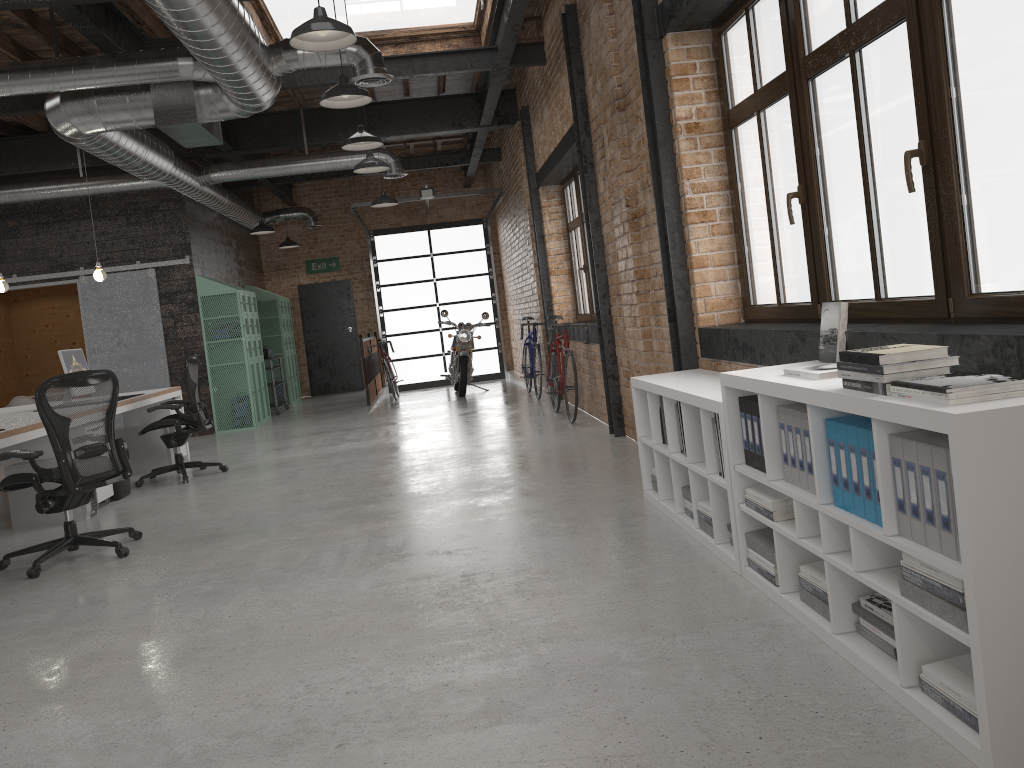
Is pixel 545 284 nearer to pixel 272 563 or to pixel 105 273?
pixel 105 273

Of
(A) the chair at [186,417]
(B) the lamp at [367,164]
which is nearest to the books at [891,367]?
(A) the chair at [186,417]

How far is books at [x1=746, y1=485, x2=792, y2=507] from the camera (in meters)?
3.11

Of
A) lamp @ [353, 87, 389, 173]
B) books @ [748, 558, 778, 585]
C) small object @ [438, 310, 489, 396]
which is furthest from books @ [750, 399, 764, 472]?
small object @ [438, 310, 489, 396]

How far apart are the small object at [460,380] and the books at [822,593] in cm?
1003

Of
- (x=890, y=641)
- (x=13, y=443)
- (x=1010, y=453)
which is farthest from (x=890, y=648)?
(x=13, y=443)

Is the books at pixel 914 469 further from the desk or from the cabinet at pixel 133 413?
the cabinet at pixel 133 413

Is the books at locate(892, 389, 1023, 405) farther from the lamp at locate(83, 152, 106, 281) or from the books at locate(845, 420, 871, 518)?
the lamp at locate(83, 152, 106, 281)

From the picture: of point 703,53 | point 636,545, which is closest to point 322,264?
point 703,53

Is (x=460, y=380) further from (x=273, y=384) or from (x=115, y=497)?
(x=115, y=497)
